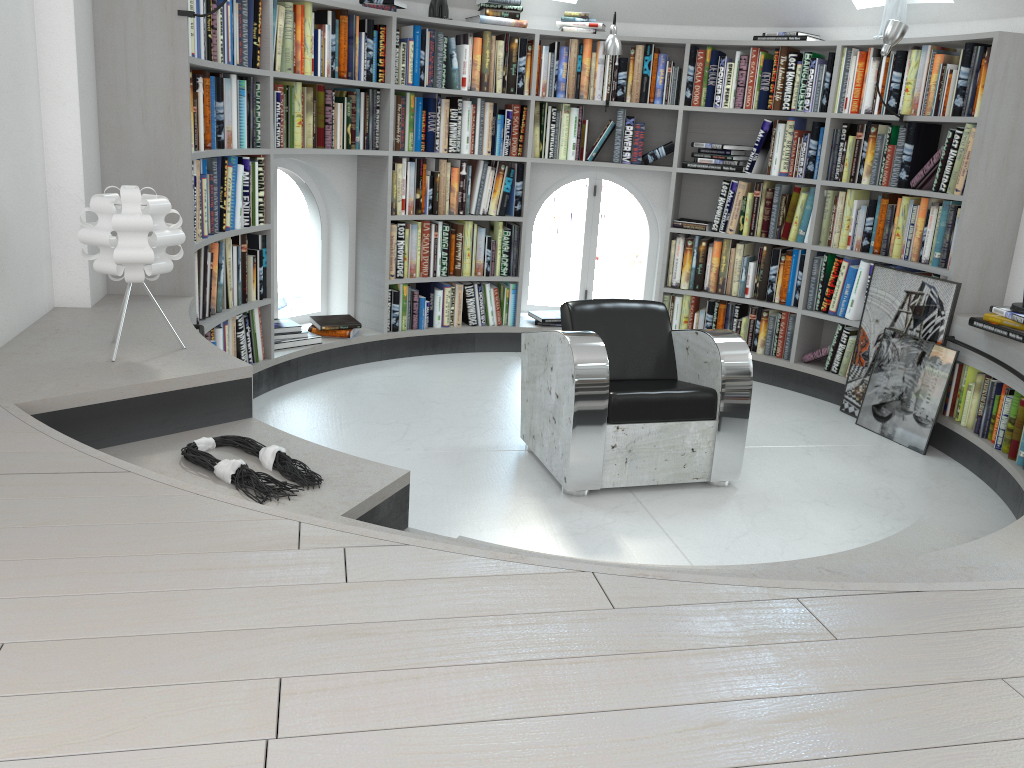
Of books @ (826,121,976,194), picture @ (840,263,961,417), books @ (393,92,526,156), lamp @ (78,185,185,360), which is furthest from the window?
lamp @ (78,185,185,360)

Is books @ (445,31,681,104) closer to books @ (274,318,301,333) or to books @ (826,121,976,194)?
books @ (826,121,976,194)

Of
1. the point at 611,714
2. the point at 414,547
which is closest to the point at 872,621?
the point at 611,714

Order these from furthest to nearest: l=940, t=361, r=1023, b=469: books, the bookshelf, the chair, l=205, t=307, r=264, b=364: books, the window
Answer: the window
l=205, t=307, r=264, b=364: books
l=940, t=361, r=1023, b=469: books
the chair
the bookshelf

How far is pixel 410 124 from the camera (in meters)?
5.31

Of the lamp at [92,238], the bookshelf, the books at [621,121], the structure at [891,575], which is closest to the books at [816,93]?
the bookshelf

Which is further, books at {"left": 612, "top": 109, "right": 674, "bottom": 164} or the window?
the window

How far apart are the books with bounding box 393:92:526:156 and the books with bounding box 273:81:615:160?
0.1m

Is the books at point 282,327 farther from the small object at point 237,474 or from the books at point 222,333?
the small object at point 237,474

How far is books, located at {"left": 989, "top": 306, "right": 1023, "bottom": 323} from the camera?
4.0m
